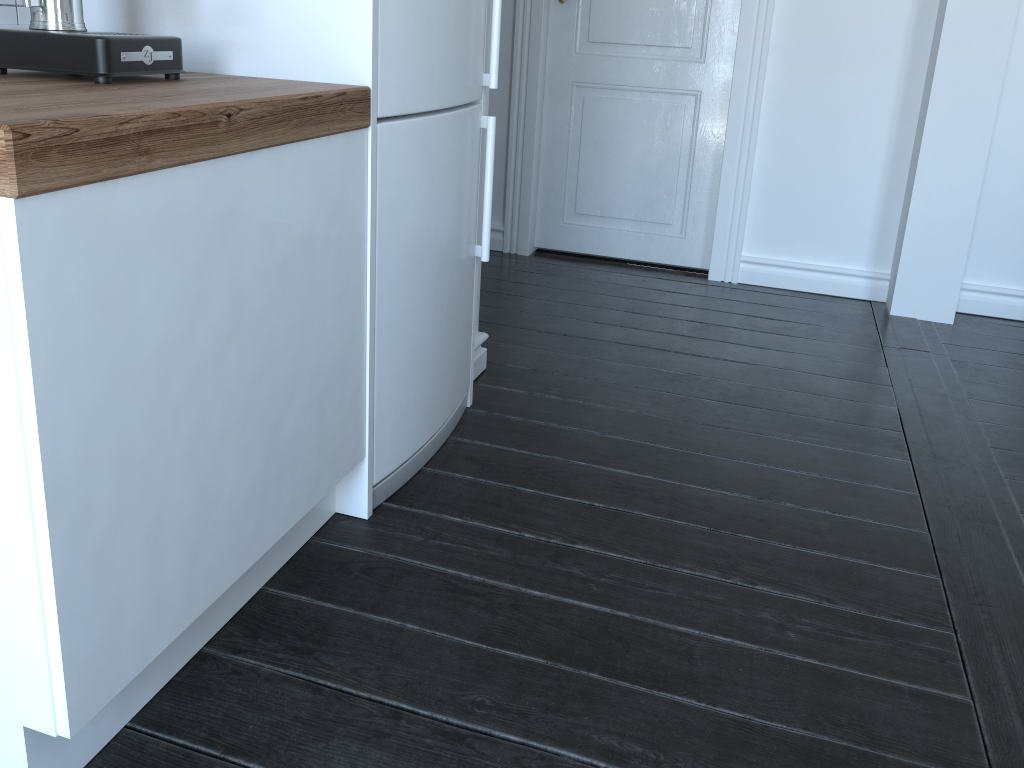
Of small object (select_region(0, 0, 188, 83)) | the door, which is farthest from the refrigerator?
the door

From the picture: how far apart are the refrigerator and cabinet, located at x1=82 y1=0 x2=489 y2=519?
0.0 meters

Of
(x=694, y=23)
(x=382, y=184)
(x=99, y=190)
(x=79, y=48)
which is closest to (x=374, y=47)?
(x=382, y=184)

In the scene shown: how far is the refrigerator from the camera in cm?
164

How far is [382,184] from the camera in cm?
164

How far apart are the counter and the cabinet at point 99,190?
0.0 meters

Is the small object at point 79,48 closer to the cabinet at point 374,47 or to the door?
the cabinet at point 374,47

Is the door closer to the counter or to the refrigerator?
the refrigerator

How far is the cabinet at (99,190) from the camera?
1.0 meters

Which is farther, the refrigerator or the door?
the door
